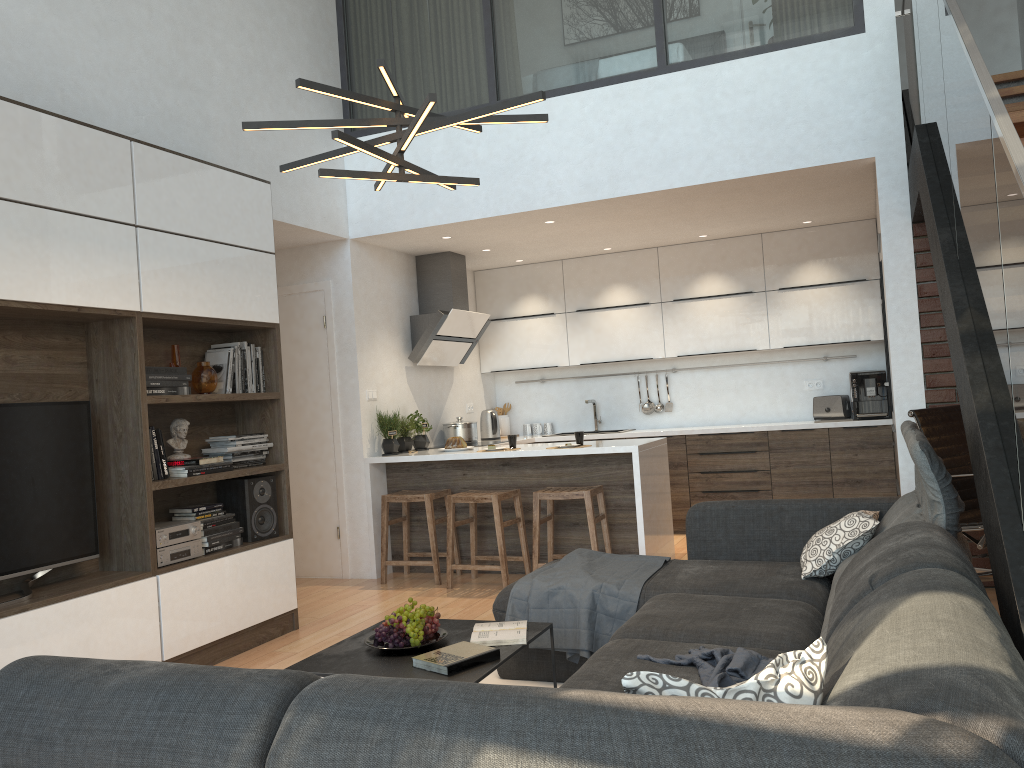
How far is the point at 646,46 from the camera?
5.5 meters

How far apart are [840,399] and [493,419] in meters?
2.9 m

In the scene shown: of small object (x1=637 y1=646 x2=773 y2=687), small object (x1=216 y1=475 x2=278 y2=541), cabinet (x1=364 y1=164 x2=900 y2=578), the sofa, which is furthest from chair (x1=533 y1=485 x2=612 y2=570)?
small object (x1=637 y1=646 x2=773 y2=687)

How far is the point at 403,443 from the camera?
6.5m

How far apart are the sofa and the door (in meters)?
2.81

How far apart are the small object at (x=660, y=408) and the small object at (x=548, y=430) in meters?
1.0

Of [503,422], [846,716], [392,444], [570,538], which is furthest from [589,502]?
[846,716]

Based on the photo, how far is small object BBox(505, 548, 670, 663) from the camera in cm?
349

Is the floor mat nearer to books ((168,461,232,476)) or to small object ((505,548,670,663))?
small object ((505,548,670,663))

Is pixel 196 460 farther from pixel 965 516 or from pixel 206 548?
pixel 965 516
